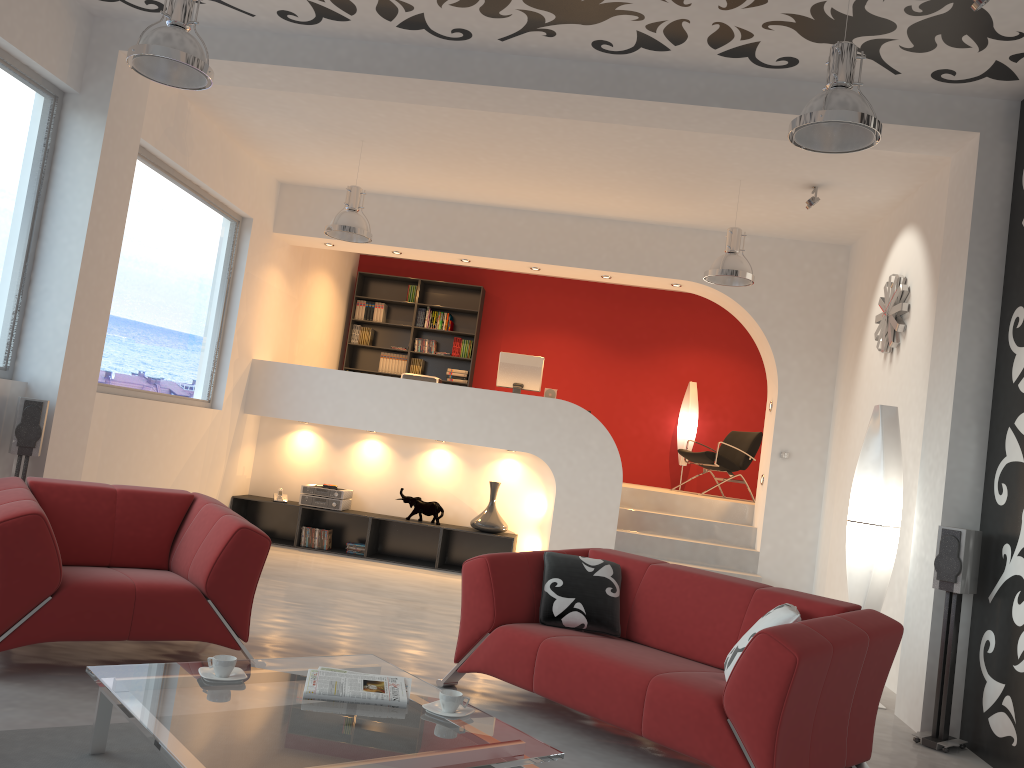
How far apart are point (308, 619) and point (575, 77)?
3.6 meters

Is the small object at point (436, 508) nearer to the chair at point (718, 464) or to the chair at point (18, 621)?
the chair at point (718, 464)

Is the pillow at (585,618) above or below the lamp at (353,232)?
below

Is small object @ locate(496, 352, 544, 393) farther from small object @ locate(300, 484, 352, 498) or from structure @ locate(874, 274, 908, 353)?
structure @ locate(874, 274, 908, 353)

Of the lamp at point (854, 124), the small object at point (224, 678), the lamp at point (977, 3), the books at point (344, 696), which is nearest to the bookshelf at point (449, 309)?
the lamp at point (854, 124)

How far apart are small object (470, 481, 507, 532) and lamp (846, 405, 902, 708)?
3.69m

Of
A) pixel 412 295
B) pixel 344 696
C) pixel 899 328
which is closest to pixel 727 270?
pixel 899 328

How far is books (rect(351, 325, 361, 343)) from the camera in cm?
1144

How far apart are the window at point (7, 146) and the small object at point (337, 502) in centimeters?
357cm

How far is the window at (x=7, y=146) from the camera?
5.07m
